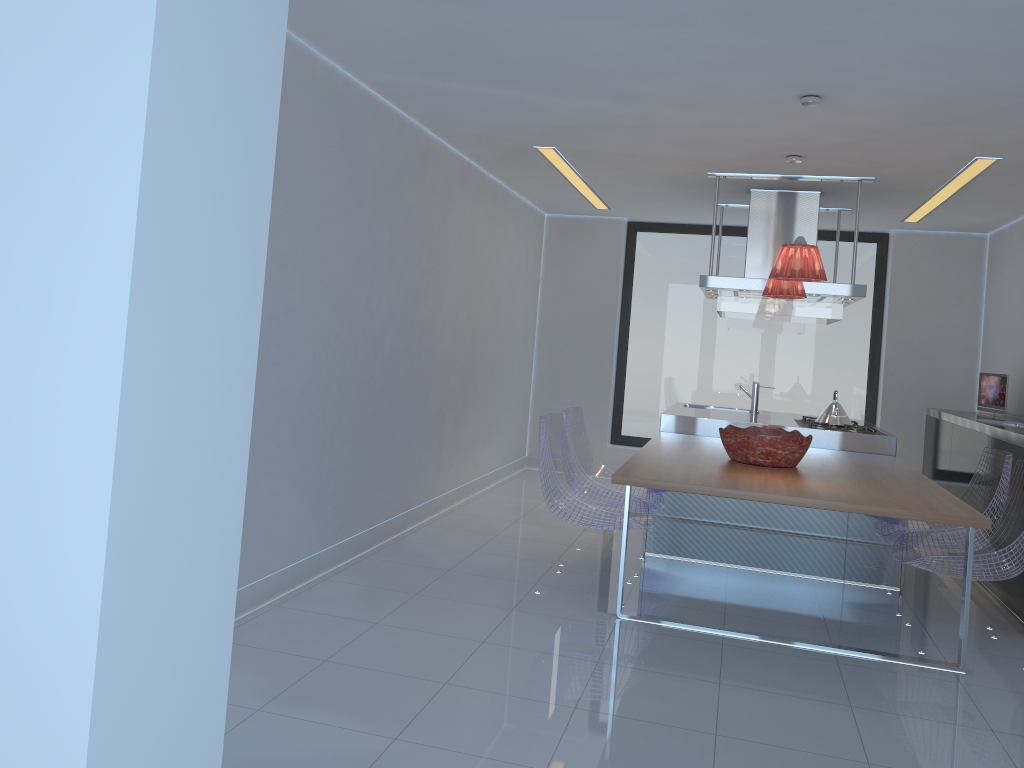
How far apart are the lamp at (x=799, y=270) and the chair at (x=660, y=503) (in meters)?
1.50

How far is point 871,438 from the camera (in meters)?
5.71

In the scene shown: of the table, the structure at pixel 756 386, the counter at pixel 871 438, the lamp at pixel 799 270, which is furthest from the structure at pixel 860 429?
the lamp at pixel 799 270

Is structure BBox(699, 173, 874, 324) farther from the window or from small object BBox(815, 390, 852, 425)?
the window

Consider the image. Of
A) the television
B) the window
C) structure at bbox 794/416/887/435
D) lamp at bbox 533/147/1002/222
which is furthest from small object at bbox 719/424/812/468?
the window

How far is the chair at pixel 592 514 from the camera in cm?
443

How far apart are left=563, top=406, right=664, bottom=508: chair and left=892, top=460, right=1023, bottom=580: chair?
1.3m

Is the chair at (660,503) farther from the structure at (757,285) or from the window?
the window

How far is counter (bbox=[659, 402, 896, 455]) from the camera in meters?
5.7

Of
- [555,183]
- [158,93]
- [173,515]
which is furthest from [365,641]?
[555,183]
